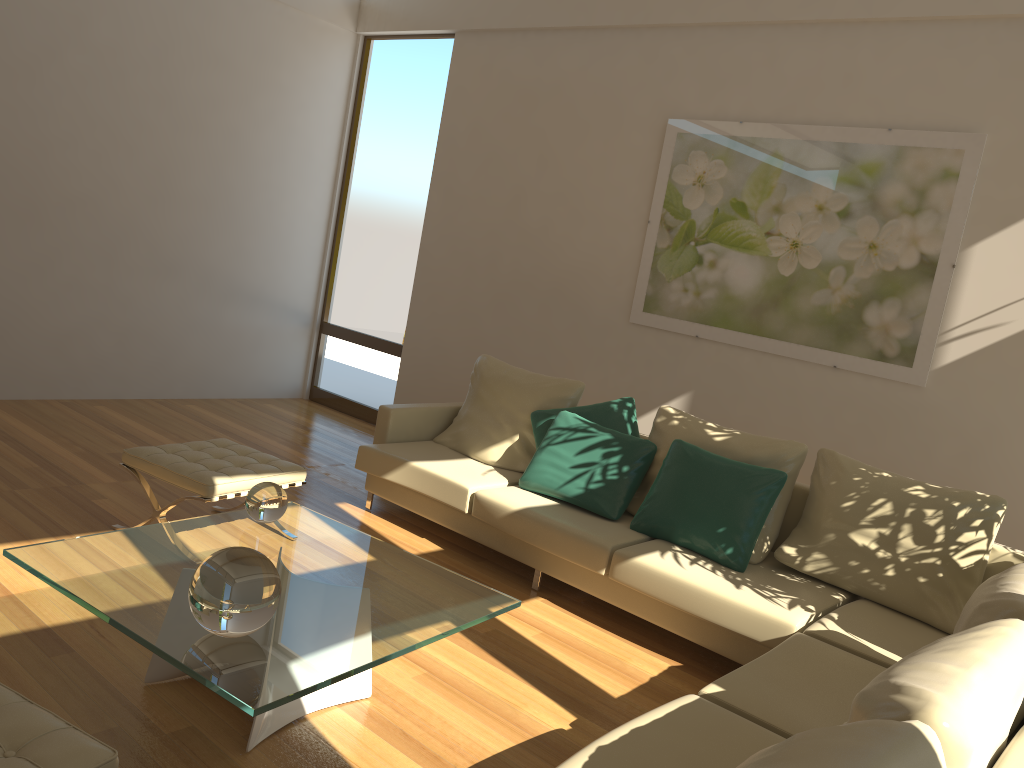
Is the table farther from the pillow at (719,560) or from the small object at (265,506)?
the pillow at (719,560)

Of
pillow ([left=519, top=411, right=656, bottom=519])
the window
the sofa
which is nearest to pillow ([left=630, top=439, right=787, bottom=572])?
the sofa

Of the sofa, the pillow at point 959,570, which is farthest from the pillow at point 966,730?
the pillow at point 959,570

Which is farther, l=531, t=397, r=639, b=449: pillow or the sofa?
l=531, t=397, r=639, b=449: pillow

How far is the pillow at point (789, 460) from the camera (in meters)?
4.16

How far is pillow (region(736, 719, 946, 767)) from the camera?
1.3 meters

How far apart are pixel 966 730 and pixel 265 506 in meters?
2.4

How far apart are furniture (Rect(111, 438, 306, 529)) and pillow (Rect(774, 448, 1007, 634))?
2.23m

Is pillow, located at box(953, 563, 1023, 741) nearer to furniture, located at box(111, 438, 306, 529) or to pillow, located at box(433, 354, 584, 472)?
pillow, located at box(433, 354, 584, 472)

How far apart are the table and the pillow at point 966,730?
1.25m
